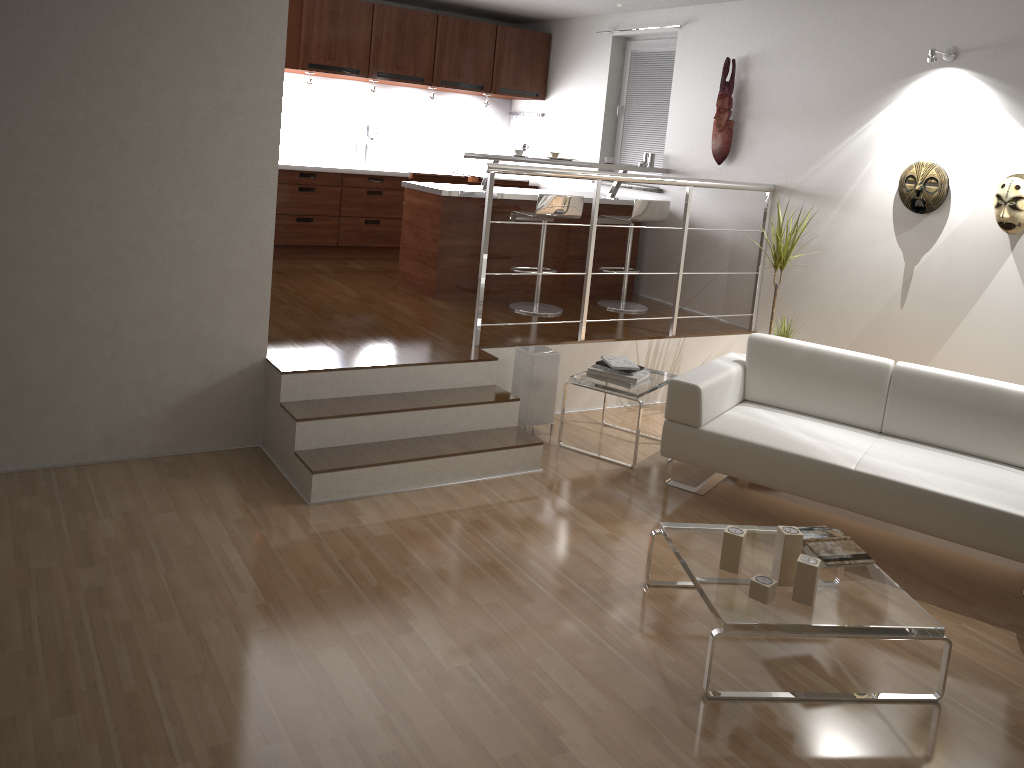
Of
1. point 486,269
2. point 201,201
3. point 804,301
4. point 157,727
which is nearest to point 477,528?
point 157,727

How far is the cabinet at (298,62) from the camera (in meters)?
6.95

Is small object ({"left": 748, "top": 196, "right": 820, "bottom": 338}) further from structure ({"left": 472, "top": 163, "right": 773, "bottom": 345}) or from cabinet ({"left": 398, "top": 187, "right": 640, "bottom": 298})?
cabinet ({"left": 398, "top": 187, "right": 640, "bottom": 298})

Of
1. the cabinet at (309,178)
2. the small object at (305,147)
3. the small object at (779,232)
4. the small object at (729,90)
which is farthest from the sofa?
the small object at (305,147)

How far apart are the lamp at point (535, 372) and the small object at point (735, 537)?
2.0m

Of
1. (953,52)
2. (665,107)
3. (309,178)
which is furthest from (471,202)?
(953,52)

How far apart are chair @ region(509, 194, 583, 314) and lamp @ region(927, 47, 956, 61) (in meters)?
2.23

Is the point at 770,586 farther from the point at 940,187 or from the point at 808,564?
the point at 940,187

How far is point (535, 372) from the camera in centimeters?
492cm

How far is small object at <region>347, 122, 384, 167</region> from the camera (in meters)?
7.77
